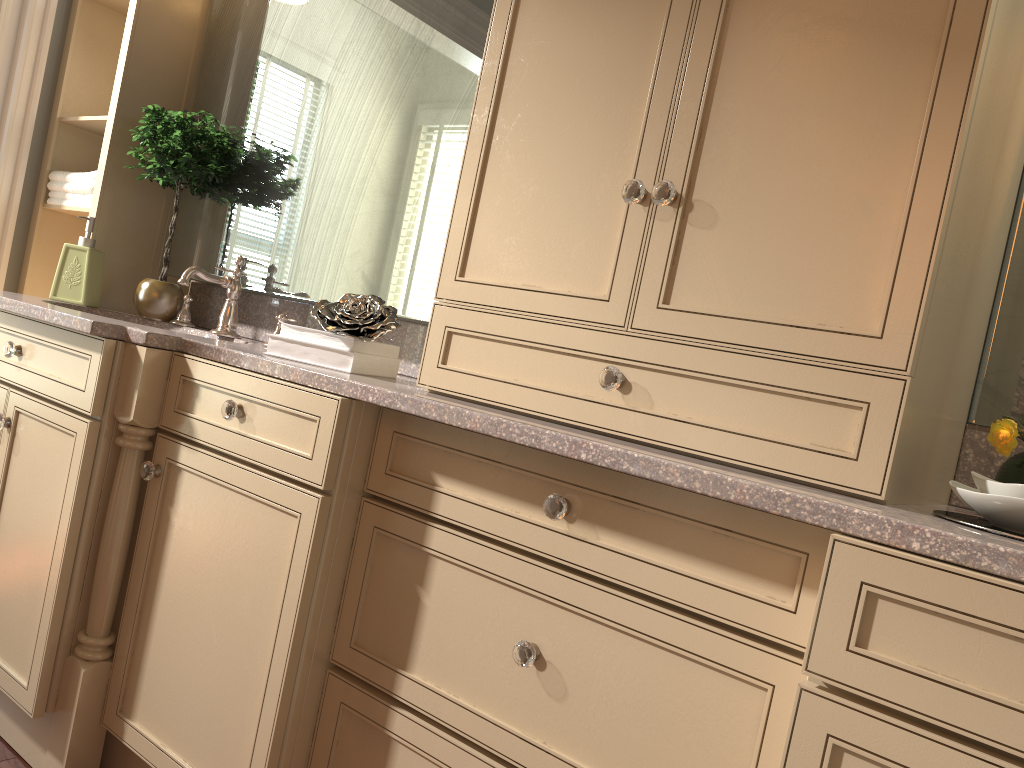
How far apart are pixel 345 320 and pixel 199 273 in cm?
69

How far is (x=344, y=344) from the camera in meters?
1.6

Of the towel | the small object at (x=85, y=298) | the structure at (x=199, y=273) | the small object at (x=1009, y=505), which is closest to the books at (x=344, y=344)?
the structure at (x=199, y=273)

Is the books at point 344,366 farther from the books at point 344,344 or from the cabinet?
the cabinet

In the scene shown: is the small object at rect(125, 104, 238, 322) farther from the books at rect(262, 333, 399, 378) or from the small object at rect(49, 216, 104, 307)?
the books at rect(262, 333, 399, 378)

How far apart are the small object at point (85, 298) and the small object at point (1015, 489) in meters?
2.1

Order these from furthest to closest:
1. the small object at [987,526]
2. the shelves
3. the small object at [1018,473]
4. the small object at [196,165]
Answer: the shelves < the small object at [196,165] < the small object at [1018,473] < the small object at [987,526]

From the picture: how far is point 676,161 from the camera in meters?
1.3

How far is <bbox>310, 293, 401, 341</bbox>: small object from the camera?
1.63m

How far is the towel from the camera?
2.5 meters
